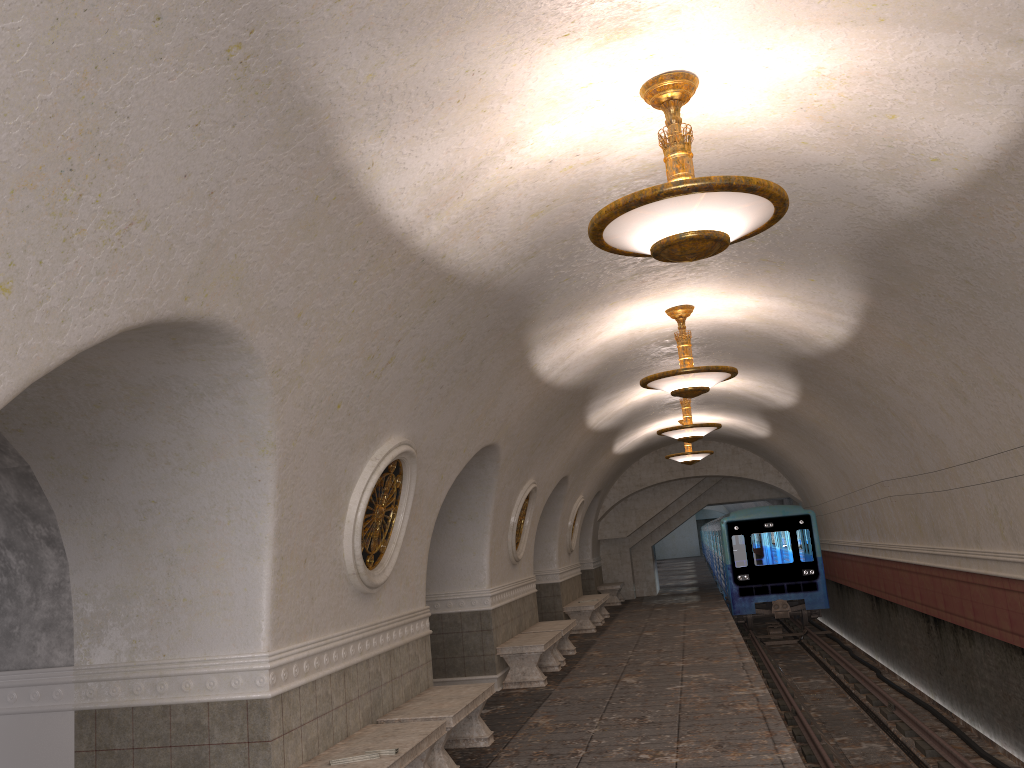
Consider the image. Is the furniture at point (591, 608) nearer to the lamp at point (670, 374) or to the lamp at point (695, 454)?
the lamp at point (695, 454)

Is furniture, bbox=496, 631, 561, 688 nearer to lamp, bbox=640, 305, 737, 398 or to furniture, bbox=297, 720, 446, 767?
lamp, bbox=640, 305, 737, 398

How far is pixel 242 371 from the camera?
4.7 meters

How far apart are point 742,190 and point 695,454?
14.48m

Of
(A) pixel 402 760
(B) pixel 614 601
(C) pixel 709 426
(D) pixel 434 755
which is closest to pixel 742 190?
(A) pixel 402 760

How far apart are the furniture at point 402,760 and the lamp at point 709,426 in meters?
7.8 m

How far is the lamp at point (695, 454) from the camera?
18.14m

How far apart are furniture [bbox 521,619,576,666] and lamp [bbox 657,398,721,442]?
Answer: 3.2 meters

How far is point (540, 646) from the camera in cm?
1092

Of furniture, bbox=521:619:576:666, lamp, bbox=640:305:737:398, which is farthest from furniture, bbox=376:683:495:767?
furniture, bbox=521:619:576:666
